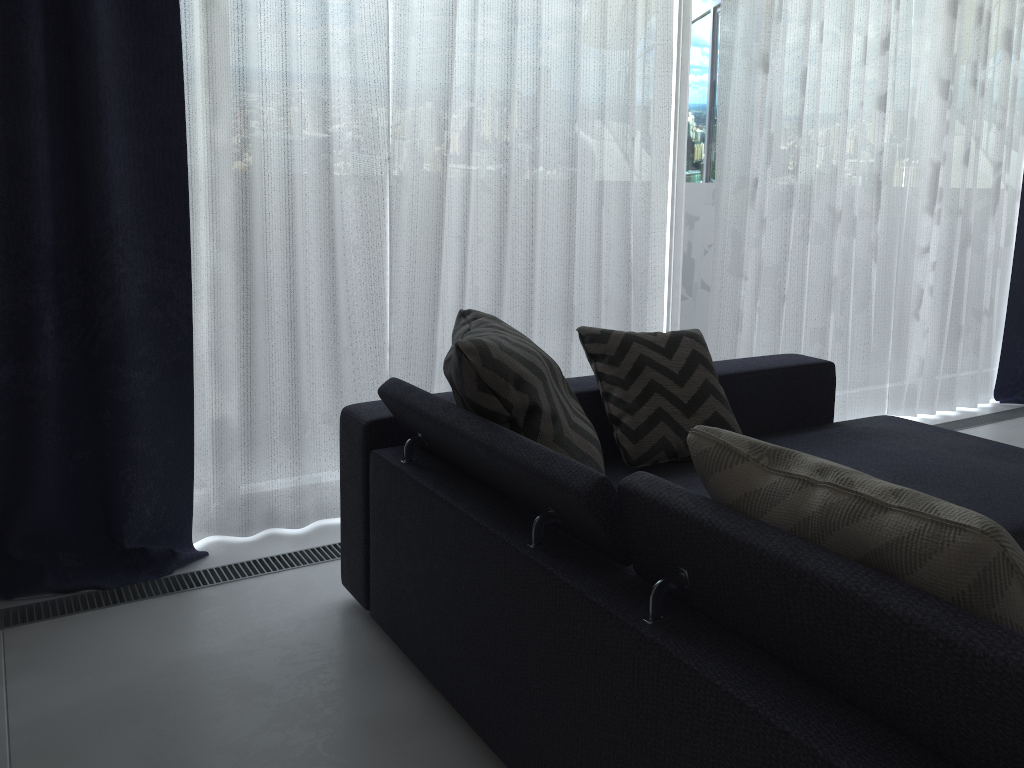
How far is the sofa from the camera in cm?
96

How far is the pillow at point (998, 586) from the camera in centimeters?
93cm

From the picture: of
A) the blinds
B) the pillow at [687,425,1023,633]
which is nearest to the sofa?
the pillow at [687,425,1023,633]

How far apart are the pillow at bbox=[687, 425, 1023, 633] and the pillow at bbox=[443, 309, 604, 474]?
0.5m

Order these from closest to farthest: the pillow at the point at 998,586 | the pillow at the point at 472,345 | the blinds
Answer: the pillow at the point at 998,586, the pillow at the point at 472,345, the blinds

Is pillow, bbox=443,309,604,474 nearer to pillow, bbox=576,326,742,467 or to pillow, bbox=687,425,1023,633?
pillow, bbox=576,326,742,467

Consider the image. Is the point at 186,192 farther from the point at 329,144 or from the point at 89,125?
the point at 329,144

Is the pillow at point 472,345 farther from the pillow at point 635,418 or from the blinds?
the blinds

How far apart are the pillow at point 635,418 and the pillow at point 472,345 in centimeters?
25cm

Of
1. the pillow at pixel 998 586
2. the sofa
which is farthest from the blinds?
the pillow at pixel 998 586
